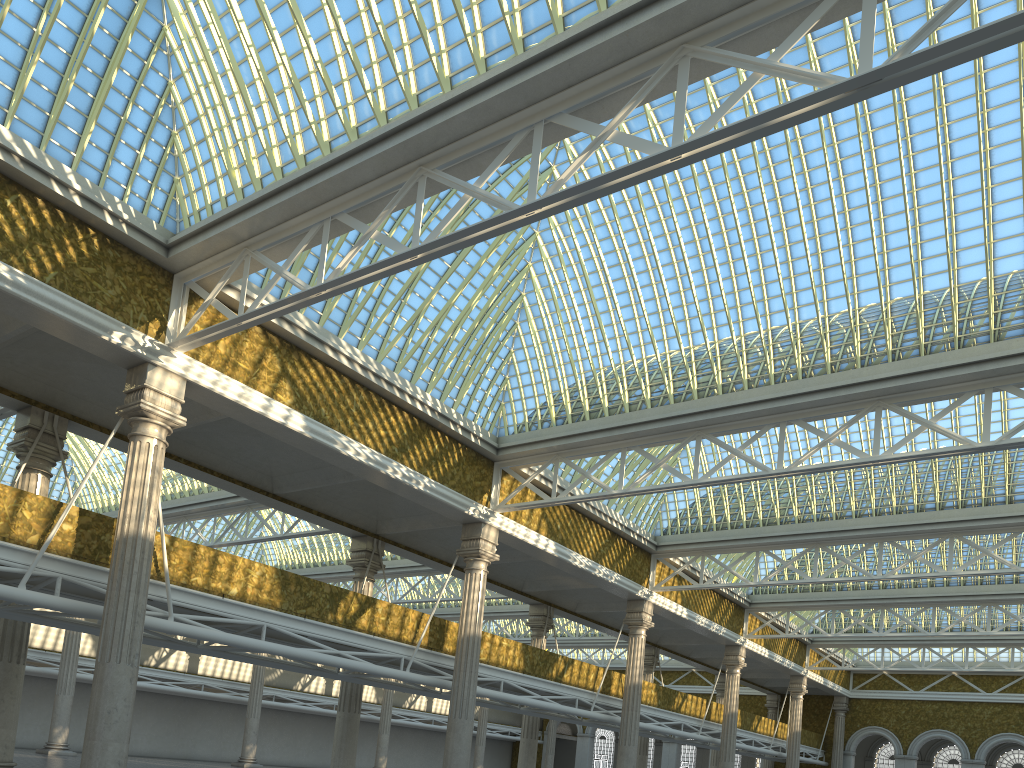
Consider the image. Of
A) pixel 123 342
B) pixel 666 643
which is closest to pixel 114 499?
pixel 123 342
